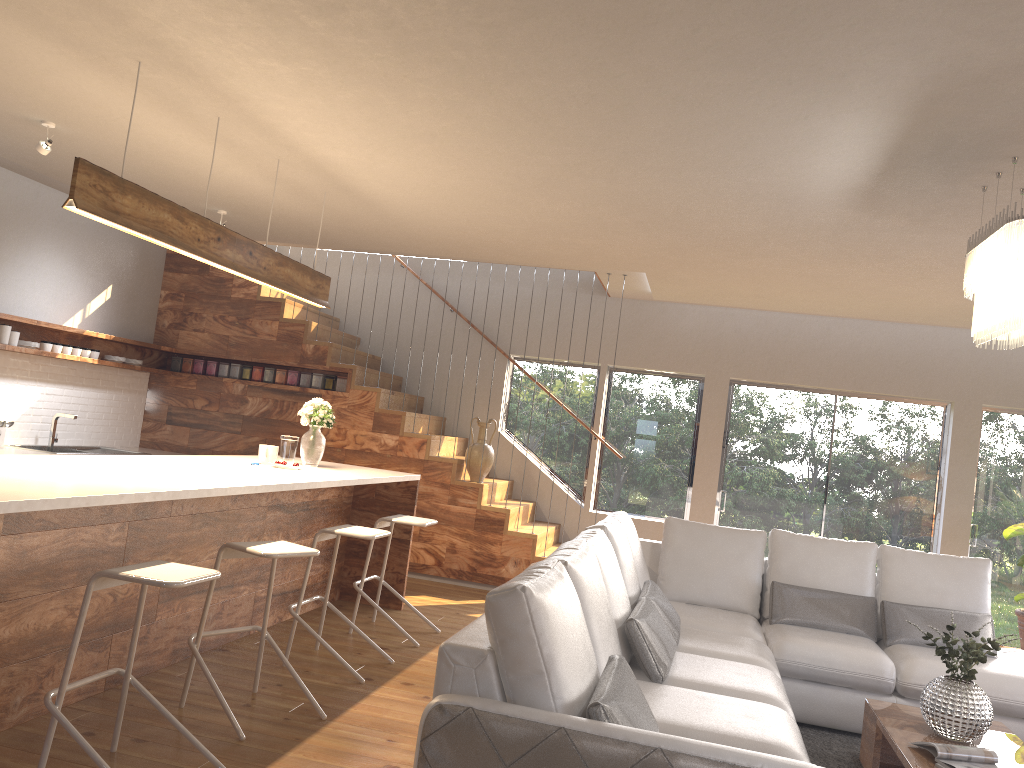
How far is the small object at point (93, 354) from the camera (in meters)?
7.32

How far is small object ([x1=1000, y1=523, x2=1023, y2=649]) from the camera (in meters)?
7.13

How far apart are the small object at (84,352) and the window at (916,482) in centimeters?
572cm

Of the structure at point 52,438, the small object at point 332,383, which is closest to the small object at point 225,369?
the small object at point 332,383

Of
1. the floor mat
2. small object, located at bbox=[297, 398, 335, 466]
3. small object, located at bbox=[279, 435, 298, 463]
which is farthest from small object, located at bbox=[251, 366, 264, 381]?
the floor mat

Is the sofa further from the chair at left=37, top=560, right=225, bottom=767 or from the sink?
the sink

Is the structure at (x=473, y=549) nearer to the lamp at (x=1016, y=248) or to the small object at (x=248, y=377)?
the small object at (x=248, y=377)

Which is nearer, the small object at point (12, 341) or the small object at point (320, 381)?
the small object at point (12, 341)

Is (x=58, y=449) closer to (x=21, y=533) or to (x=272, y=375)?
(x=272, y=375)

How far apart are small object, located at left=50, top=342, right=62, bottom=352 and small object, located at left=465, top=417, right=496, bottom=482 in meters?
3.4 m
